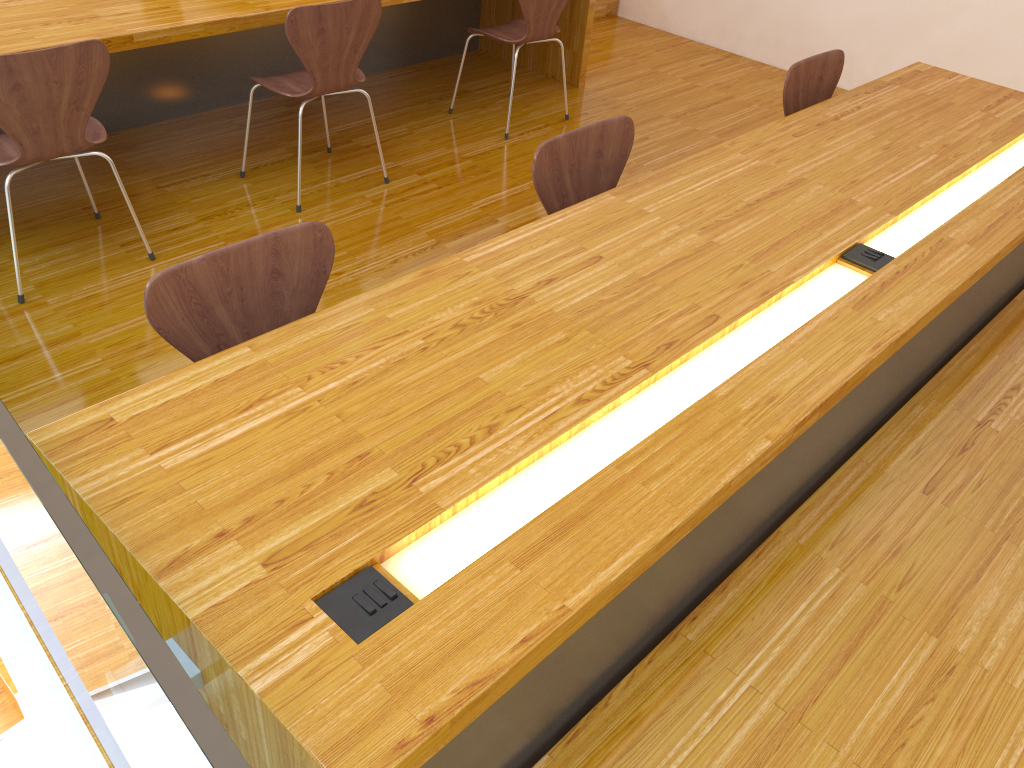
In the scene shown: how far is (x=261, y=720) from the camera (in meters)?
1.01

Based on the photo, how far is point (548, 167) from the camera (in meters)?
2.13

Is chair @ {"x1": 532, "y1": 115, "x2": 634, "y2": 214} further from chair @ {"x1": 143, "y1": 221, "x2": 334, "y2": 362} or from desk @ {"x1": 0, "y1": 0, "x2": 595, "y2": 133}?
desk @ {"x1": 0, "y1": 0, "x2": 595, "y2": 133}

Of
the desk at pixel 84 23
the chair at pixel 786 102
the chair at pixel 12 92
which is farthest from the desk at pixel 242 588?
the desk at pixel 84 23

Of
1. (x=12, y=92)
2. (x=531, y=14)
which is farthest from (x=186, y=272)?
(x=531, y=14)

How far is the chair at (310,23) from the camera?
2.9m

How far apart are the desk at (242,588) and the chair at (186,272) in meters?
0.1

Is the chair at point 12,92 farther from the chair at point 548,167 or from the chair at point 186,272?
the chair at point 548,167

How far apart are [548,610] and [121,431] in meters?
0.7

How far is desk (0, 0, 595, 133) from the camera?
2.8m
